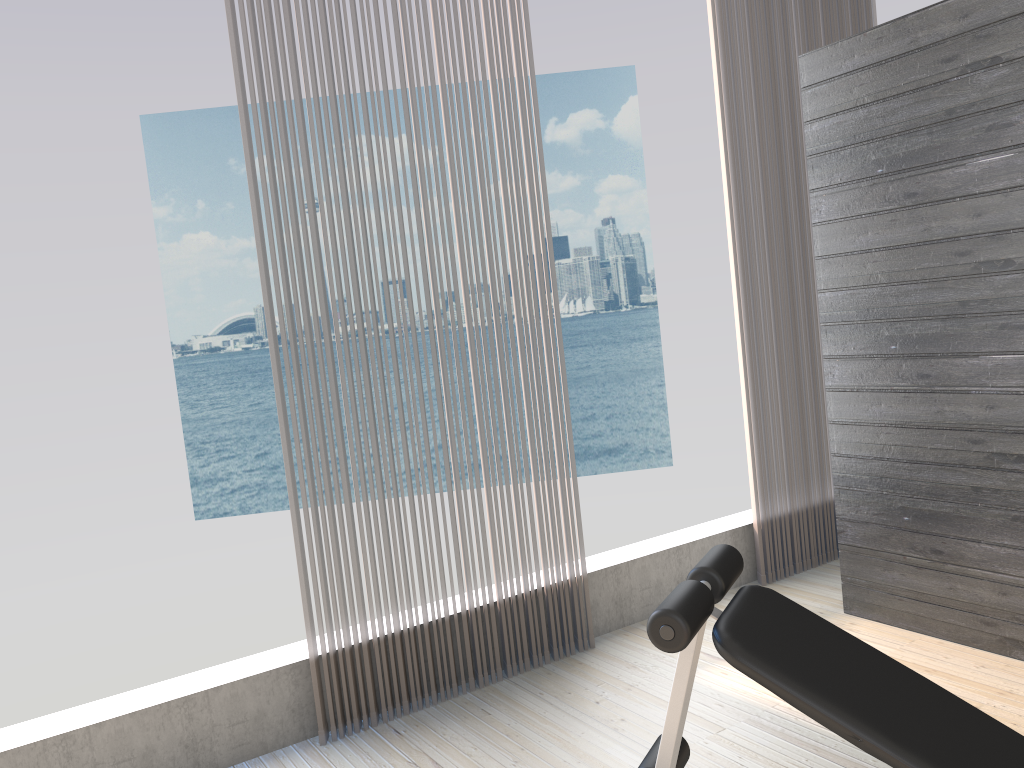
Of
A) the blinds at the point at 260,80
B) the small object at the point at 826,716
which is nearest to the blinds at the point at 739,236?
the blinds at the point at 260,80

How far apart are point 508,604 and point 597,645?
0.46m

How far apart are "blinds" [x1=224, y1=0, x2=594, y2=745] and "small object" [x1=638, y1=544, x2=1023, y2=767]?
1.2m

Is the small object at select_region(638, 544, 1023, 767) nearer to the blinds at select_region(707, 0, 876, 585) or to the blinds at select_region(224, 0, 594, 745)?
the blinds at select_region(224, 0, 594, 745)

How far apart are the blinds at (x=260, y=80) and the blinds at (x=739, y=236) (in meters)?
0.95

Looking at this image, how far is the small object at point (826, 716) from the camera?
1.5m

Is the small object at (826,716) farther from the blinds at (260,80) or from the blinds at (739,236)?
the blinds at (739,236)

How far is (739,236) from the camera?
3.8 meters

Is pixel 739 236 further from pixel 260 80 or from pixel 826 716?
pixel 826 716

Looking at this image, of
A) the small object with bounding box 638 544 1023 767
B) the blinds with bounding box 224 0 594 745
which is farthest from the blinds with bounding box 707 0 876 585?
the small object with bounding box 638 544 1023 767
